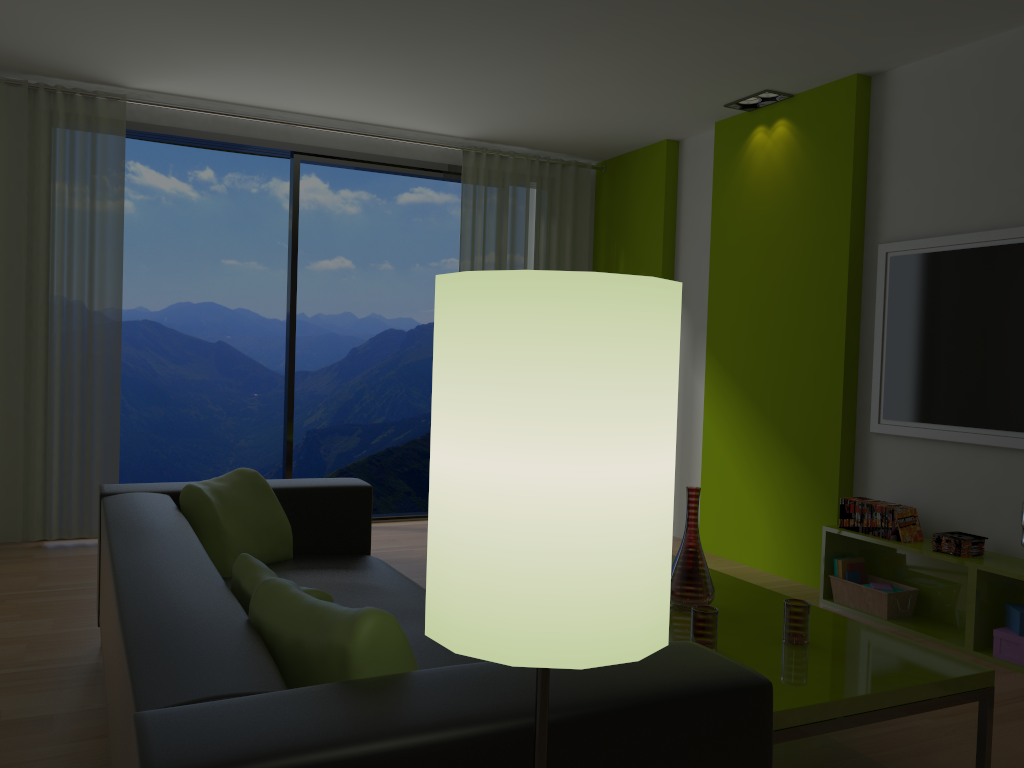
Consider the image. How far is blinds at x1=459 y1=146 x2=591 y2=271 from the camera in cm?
613

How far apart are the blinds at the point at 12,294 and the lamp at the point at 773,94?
3.51m

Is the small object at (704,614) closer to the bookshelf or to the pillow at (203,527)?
the pillow at (203,527)

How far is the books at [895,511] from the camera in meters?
4.0

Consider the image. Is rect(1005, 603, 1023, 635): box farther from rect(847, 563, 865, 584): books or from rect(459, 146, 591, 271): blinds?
rect(459, 146, 591, 271): blinds

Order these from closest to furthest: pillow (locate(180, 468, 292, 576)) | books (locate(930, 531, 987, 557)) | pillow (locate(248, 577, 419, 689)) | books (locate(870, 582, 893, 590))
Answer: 1. pillow (locate(248, 577, 419, 689))
2. pillow (locate(180, 468, 292, 576))
3. books (locate(930, 531, 987, 557))
4. books (locate(870, 582, 893, 590))

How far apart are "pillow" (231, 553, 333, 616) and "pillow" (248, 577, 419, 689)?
0.08m

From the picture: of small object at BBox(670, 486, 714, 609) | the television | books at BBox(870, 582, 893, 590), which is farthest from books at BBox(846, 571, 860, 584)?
small object at BBox(670, 486, 714, 609)

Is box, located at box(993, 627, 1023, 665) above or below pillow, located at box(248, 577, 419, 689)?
below

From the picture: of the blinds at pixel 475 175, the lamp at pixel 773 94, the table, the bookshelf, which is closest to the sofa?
the table
